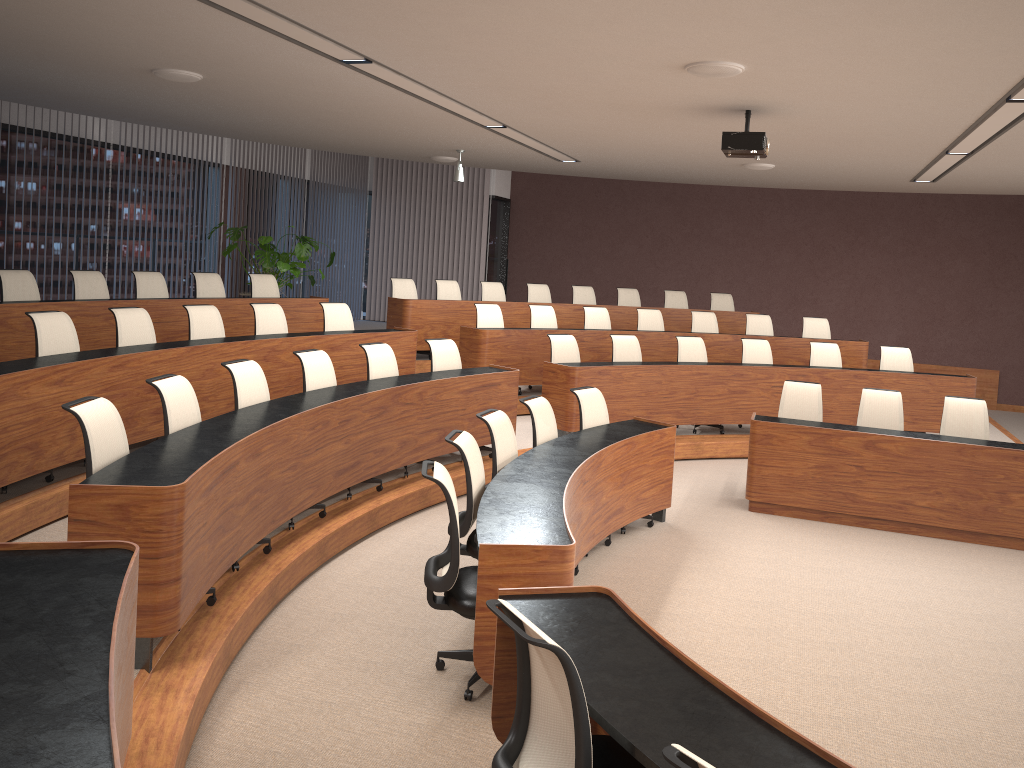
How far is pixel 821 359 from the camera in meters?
9.7 m

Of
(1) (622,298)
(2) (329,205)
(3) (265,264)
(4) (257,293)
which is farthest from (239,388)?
(2) (329,205)

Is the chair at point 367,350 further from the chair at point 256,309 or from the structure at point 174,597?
the chair at point 256,309

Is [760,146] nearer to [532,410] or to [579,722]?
[532,410]

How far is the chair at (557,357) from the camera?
8.68m

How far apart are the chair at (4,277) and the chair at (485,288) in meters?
5.4

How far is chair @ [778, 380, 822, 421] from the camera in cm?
769

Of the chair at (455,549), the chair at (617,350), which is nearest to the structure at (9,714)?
the chair at (455,549)

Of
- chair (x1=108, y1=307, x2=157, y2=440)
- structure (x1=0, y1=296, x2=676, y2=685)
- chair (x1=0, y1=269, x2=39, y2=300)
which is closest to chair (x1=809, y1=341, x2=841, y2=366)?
structure (x1=0, y1=296, x2=676, y2=685)

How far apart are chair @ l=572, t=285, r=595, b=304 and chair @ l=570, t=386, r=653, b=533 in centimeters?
542cm
